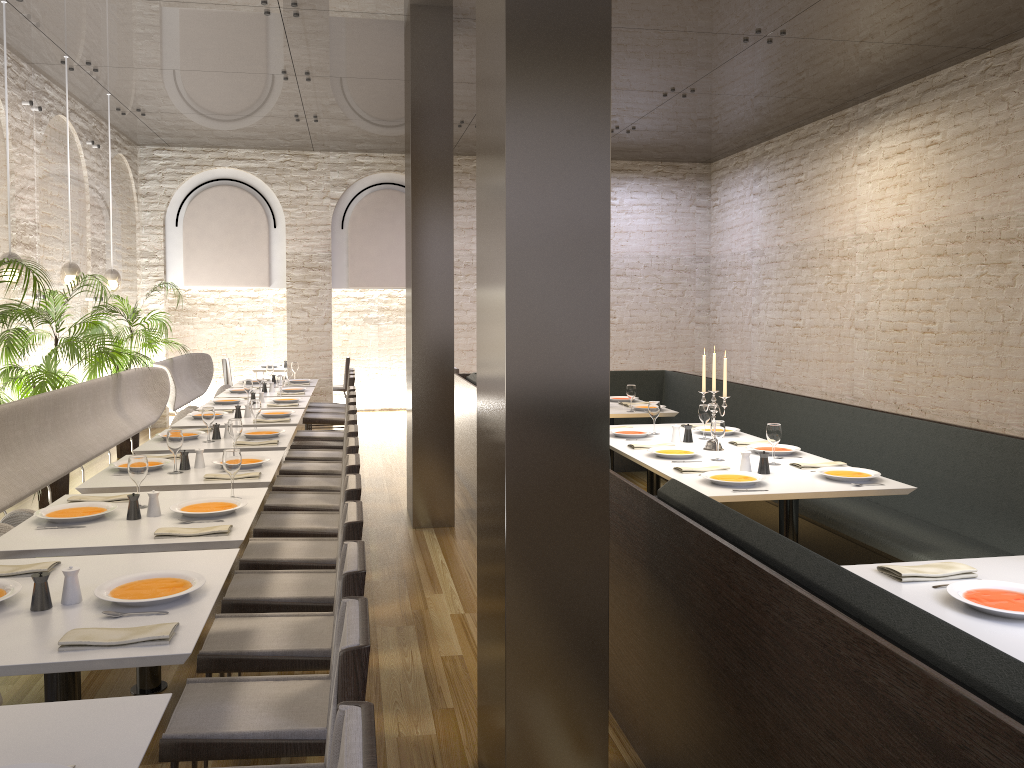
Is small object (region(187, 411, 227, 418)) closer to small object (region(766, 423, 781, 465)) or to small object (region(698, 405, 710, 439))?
small object (region(698, 405, 710, 439))

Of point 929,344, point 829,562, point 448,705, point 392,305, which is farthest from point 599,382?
point 392,305

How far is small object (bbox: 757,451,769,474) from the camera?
4.74m

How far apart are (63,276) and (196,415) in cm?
190

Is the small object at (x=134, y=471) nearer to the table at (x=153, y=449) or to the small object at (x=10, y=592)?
the small object at (x=10, y=592)

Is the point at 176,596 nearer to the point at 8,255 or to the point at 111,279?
the point at 8,255

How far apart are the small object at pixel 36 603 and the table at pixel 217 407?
5.46m

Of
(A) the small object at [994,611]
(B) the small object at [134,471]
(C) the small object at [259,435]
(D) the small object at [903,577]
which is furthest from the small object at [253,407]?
(A) the small object at [994,611]

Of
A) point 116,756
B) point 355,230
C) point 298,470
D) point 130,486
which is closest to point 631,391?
point 298,470

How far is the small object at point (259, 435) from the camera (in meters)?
6.02
